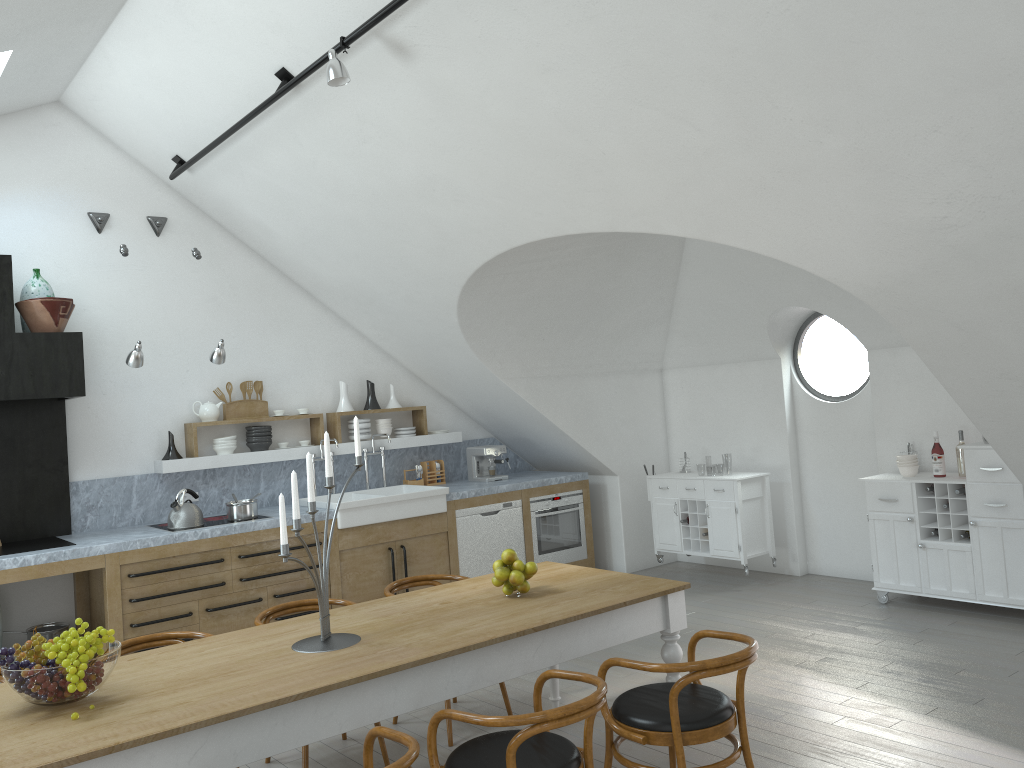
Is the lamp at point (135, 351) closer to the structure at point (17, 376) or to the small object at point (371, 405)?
the structure at point (17, 376)

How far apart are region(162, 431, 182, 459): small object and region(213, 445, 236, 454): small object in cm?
31

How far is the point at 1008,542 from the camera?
5.80m

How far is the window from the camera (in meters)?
7.77

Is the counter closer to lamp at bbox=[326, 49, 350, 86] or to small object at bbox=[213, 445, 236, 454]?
small object at bbox=[213, 445, 236, 454]

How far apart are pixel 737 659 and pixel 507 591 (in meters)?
1.18

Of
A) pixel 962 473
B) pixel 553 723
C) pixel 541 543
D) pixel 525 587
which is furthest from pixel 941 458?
pixel 553 723

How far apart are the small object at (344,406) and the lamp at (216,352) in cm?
152

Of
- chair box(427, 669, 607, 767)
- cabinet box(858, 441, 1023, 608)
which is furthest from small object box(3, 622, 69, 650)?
cabinet box(858, 441, 1023, 608)

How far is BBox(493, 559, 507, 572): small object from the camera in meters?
4.0 m
